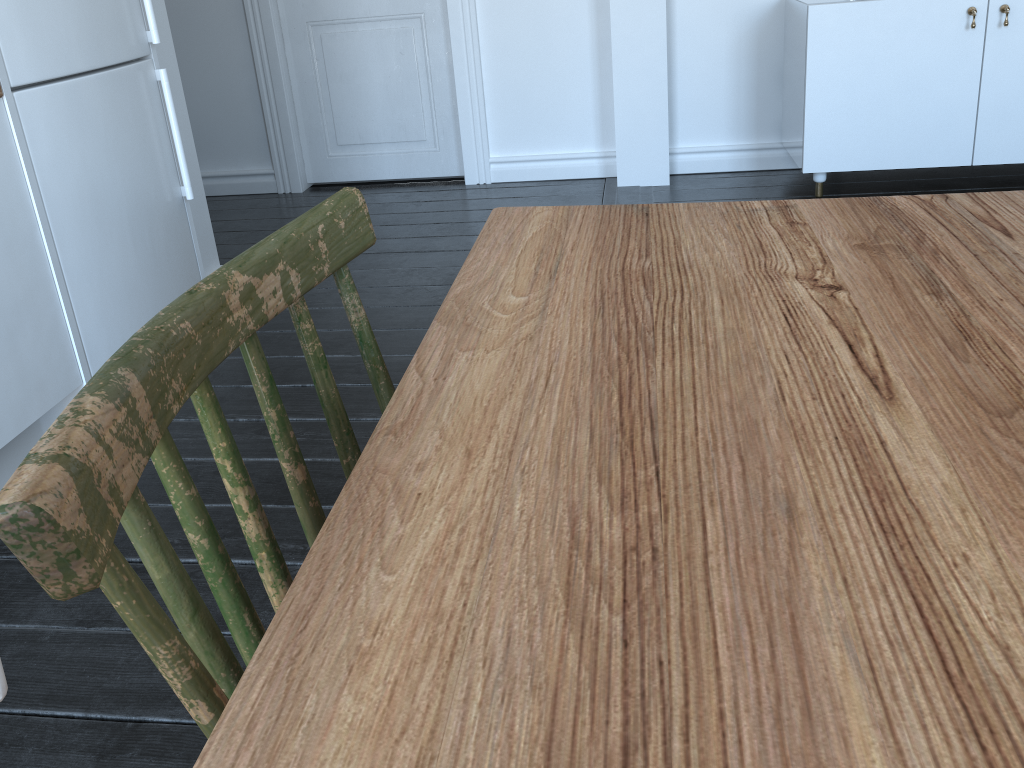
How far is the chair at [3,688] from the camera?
0.30m

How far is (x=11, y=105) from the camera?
1.80m

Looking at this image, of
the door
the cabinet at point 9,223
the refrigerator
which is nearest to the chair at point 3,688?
the cabinet at point 9,223

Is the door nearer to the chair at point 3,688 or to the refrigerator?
the refrigerator

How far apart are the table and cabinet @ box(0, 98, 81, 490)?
1.3m

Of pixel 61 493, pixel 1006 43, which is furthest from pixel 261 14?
pixel 61 493

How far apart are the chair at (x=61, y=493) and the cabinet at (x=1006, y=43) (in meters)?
2.80

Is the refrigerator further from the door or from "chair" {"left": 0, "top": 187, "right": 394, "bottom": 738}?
the door

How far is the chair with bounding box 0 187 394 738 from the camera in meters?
0.4

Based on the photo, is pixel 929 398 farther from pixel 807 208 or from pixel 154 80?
pixel 154 80
